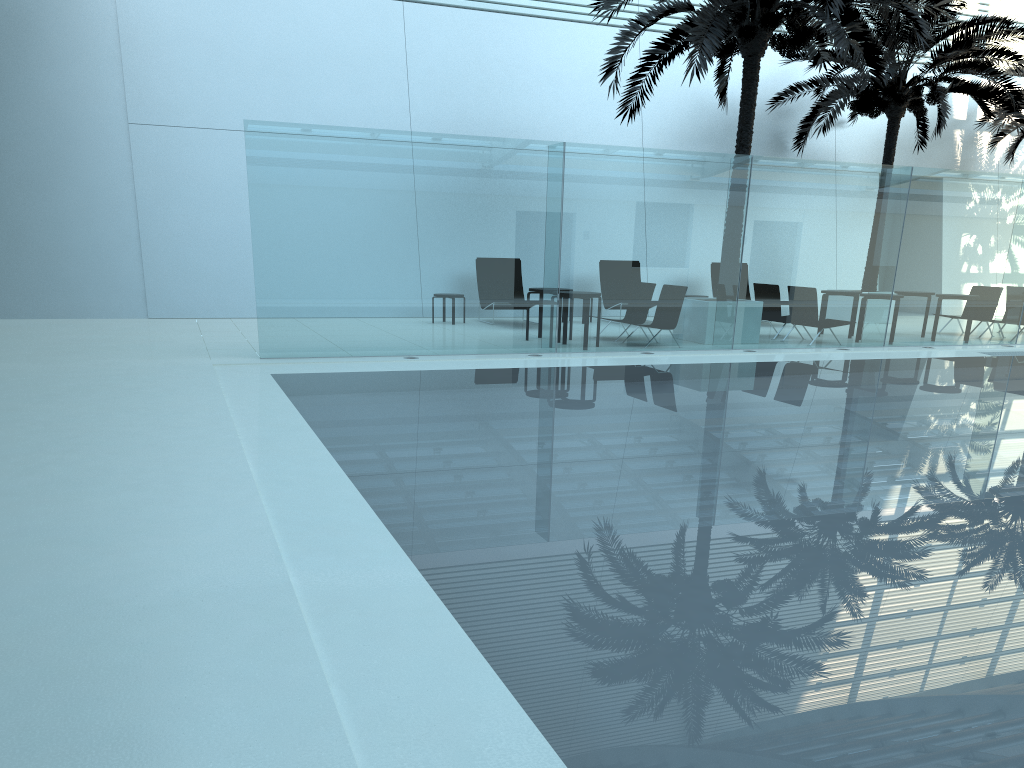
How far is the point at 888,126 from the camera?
18.72m

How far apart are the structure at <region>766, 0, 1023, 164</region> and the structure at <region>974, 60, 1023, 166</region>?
1.8 meters

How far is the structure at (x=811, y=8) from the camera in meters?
11.9 m

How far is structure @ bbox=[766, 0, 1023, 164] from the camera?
16.88m

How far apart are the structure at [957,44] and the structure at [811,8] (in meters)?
2.12

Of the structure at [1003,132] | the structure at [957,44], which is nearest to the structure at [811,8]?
the structure at [957,44]

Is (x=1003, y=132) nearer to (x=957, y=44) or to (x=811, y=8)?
(x=957, y=44)

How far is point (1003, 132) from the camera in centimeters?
2053cm

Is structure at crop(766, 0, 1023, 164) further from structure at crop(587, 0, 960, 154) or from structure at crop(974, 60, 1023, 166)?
structure at crop(587, 0, 960, 154)

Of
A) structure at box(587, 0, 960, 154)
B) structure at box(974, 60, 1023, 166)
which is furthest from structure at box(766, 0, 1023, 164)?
structure at box(587, 0, 960, 154)
